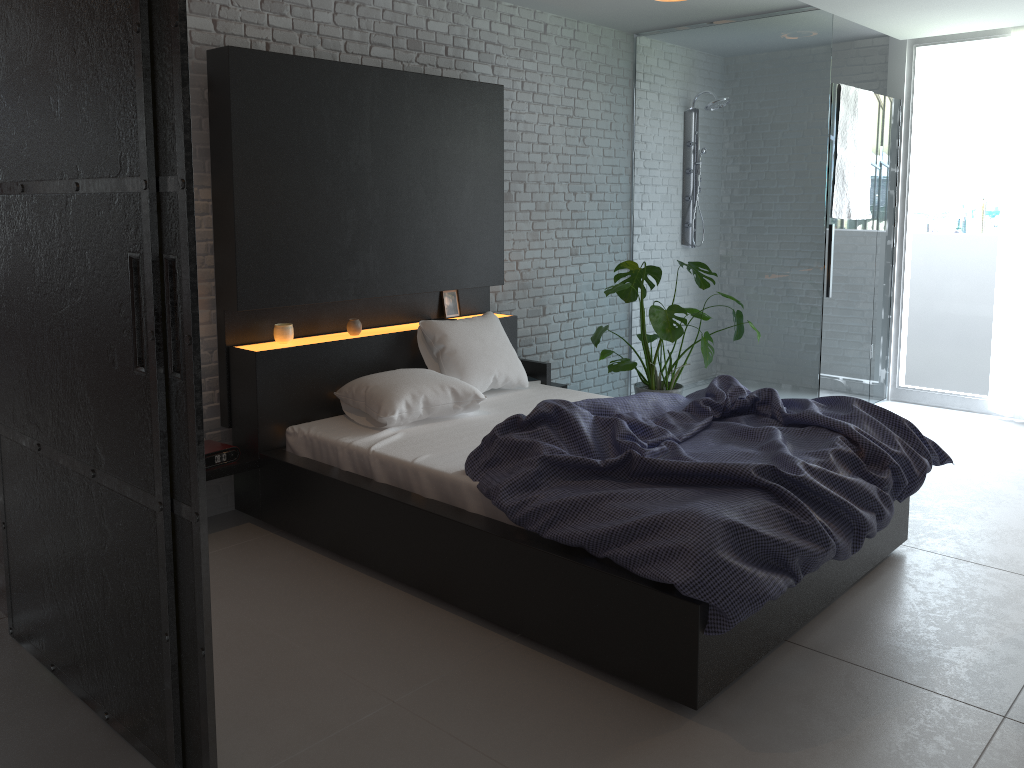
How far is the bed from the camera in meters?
2.6

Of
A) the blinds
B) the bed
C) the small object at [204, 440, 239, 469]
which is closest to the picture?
the bed

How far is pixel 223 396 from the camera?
3.9m

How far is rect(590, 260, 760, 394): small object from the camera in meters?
4.9 m

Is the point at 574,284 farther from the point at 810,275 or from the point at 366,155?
the point at 366,155

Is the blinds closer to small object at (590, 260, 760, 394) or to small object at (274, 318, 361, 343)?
small object at (590, 260, 760, 394)

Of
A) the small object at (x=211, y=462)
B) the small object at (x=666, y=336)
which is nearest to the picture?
the small object at (x=666, y=336)

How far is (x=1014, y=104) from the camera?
5.5m

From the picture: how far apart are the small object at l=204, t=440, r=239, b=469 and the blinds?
4.77m

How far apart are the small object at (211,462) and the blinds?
4.77m
